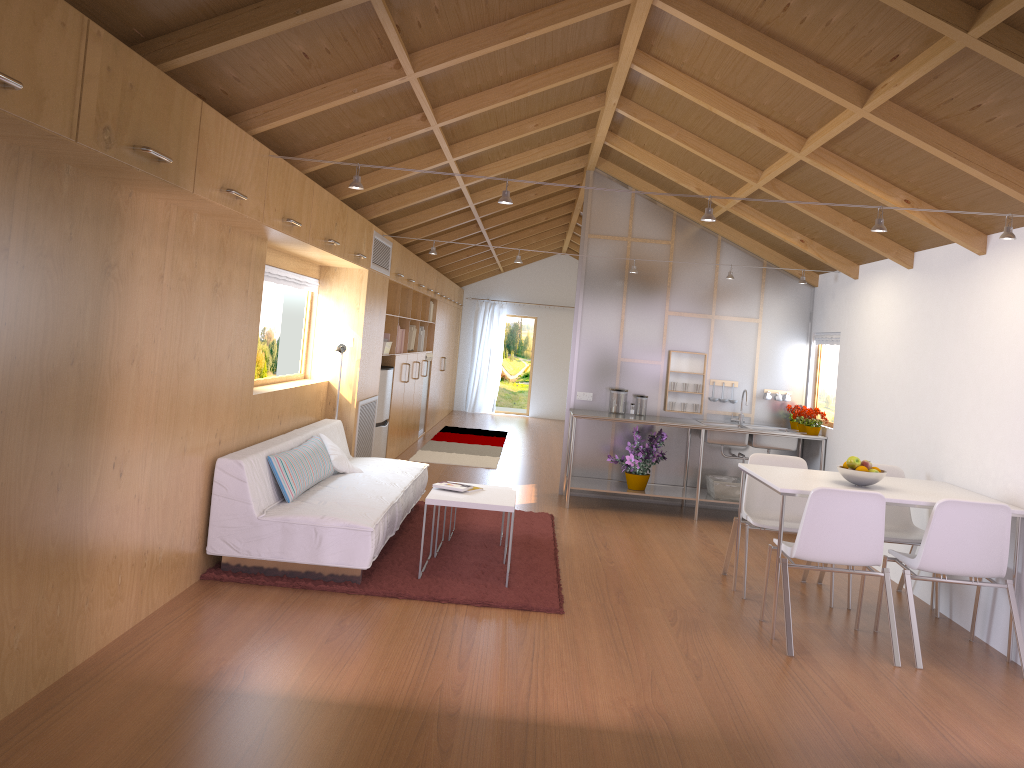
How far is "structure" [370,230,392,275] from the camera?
7.12m

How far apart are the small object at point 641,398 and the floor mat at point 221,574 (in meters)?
1.50

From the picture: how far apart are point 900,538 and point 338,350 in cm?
406

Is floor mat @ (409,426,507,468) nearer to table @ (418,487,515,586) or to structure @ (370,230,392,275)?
structure @ (370,230,392,275)

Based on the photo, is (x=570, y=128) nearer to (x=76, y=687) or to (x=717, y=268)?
(x=717, y=268)

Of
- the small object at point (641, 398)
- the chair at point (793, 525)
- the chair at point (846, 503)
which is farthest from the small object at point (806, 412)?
the chair at point (846, 503)

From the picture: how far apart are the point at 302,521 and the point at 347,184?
2.48m

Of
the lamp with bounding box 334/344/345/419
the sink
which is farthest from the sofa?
the sink

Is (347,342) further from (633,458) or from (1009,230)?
(1009,230)

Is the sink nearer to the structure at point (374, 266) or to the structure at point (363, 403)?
the structure at point (363, 403)
